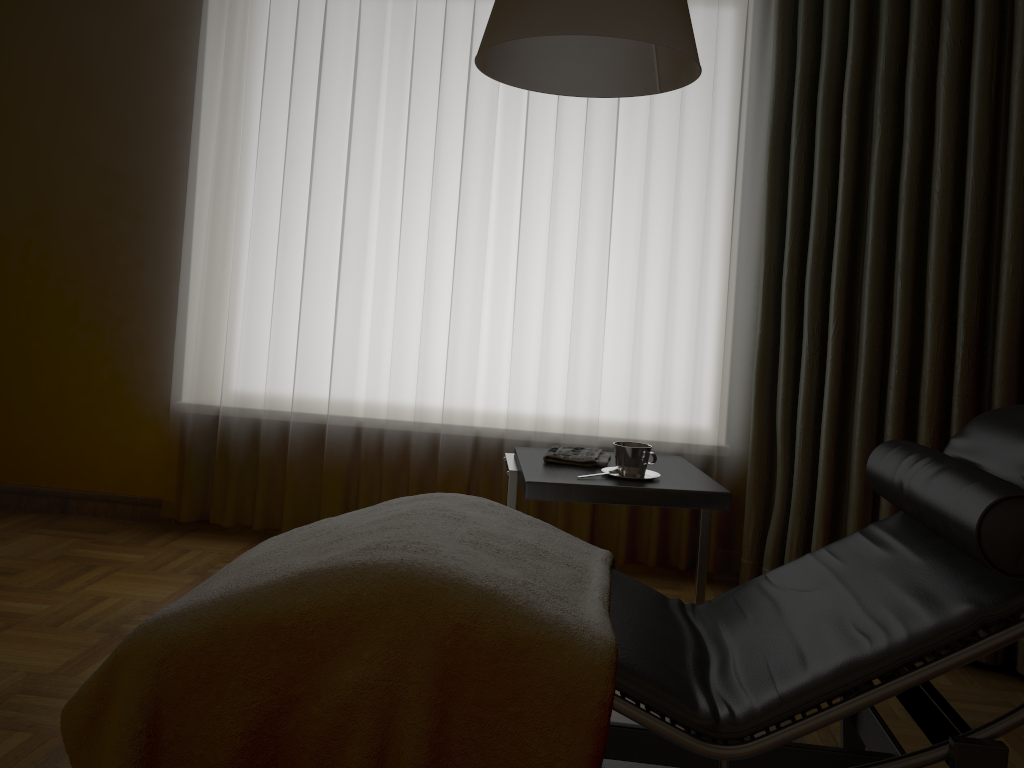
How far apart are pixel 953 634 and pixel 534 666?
0.6m

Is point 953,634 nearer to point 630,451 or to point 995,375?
point 630,451

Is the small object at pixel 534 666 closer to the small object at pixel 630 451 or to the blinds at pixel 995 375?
the small object at pixel 630 451

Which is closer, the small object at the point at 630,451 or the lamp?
the lamp

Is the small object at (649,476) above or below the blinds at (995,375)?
below

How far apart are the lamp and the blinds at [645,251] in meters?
1.2

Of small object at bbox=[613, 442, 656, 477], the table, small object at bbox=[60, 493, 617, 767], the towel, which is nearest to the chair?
small object at bbox=[60, 493, 617, 767]

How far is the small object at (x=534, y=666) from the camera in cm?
138

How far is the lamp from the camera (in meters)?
1.52

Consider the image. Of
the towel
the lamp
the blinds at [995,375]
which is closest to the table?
the towel
